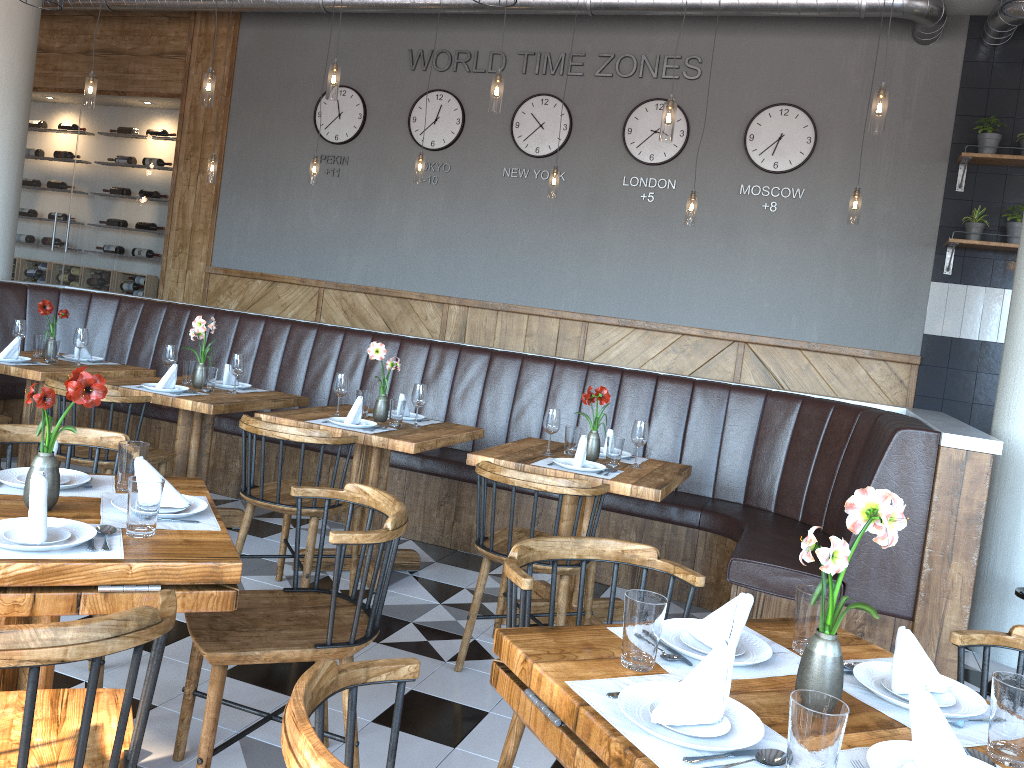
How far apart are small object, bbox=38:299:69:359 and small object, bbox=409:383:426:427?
2.3m

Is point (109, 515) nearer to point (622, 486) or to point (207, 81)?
point (622, 486)

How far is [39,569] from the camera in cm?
179

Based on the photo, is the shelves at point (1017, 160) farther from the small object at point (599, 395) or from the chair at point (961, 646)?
the chair at point (961, 646)

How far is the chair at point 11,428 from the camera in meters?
2.9

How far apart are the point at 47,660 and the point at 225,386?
3.75m

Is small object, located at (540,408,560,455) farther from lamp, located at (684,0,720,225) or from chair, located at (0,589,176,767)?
lamp, located at (684,0,720,225)

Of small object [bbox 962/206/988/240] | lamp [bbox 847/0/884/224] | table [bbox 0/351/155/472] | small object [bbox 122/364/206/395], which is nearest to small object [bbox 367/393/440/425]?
small object [bbox 122/364/206/395]

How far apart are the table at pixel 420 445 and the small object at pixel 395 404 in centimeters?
3cm

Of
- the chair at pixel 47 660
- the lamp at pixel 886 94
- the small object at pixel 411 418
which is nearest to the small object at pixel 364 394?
the small object at pixel 411 418
